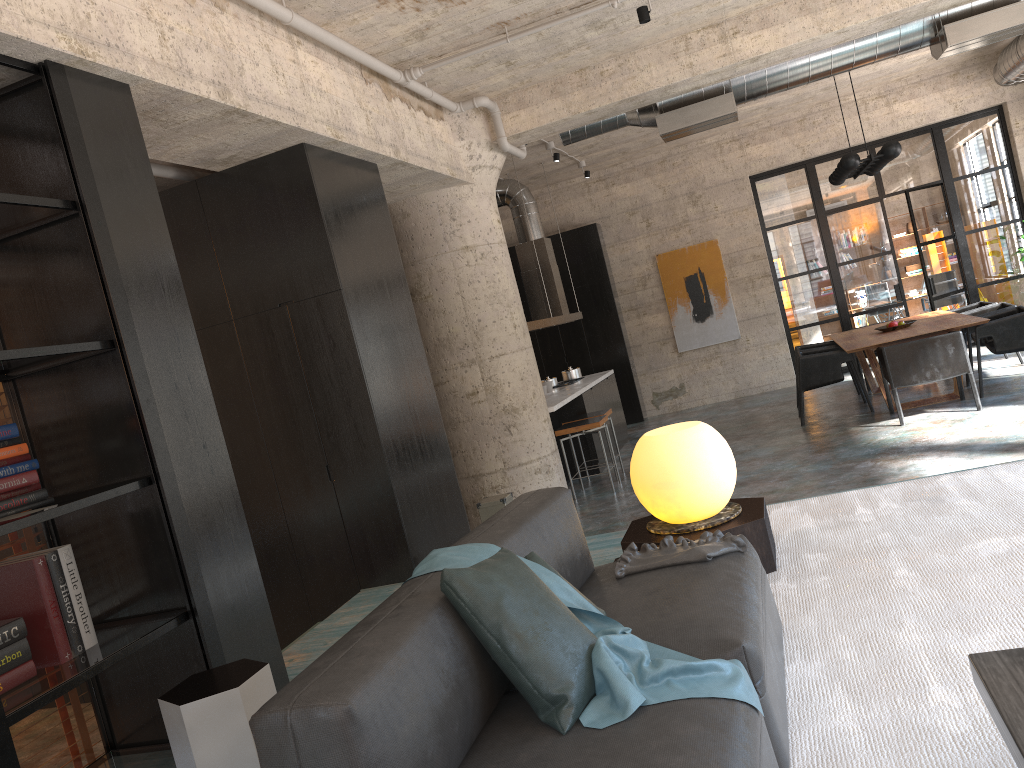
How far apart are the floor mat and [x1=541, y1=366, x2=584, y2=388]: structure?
6.4m

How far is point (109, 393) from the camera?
3.3m

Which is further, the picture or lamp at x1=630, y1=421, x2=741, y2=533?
the picture

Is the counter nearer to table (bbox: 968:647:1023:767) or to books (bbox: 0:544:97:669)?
books (bbox: 0:544:97:669)

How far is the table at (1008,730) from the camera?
1.6 meters

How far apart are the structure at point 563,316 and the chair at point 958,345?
3.4m

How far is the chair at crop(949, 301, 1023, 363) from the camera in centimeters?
1048cm

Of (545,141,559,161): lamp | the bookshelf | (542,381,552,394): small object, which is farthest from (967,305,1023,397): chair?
the bookshelf

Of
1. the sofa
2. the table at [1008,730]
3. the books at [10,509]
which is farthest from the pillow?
the books at [10,509]

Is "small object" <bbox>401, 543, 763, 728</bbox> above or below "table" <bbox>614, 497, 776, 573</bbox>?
above
